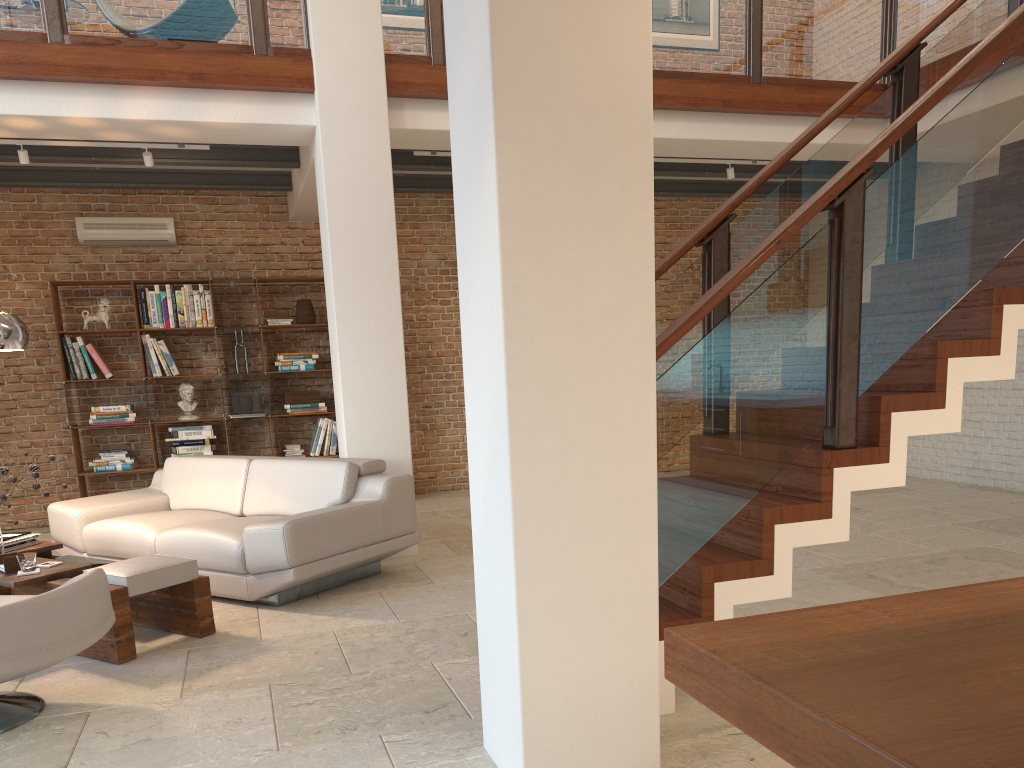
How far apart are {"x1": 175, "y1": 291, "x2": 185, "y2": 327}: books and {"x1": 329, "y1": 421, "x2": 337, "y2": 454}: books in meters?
1.8

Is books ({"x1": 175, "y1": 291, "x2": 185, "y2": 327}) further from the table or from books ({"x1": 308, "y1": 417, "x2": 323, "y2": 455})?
the table

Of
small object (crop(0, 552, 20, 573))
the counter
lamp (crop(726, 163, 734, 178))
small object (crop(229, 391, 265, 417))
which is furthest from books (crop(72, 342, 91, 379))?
the counter

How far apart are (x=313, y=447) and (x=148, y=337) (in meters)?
1.82

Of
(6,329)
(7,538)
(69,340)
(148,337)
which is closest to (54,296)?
(69,340)

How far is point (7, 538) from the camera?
4.8 meters

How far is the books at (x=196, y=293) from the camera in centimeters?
817cm

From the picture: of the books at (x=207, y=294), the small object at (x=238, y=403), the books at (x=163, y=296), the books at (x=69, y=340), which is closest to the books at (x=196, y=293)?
the books at (x=207, y=294)

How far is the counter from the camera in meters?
0.8 m

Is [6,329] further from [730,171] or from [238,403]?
[730,171]
